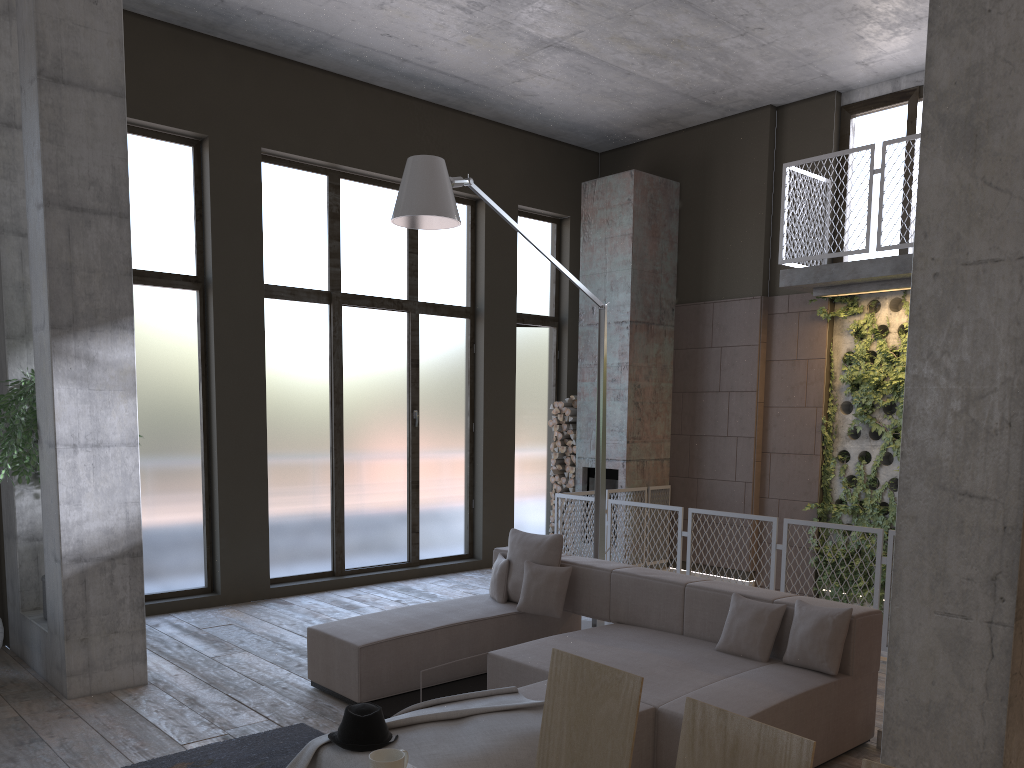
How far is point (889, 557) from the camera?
6.5 meters

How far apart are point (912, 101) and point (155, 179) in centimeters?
739cm

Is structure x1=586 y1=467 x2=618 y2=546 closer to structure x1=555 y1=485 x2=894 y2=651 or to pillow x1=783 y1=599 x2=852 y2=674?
structure x1=555 y1=485 x2=894 y2=651

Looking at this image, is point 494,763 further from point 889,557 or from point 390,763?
point 889,557

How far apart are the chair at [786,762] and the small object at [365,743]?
1.8 meters

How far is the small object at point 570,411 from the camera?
10.7 meters

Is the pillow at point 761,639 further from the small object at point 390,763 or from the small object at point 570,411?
the small object at point 570,411

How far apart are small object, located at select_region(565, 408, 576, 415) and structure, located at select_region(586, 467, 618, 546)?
0.7m

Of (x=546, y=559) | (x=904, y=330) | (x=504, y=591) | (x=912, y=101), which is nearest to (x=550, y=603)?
(x=546, y=559)

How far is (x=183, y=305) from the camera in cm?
817
